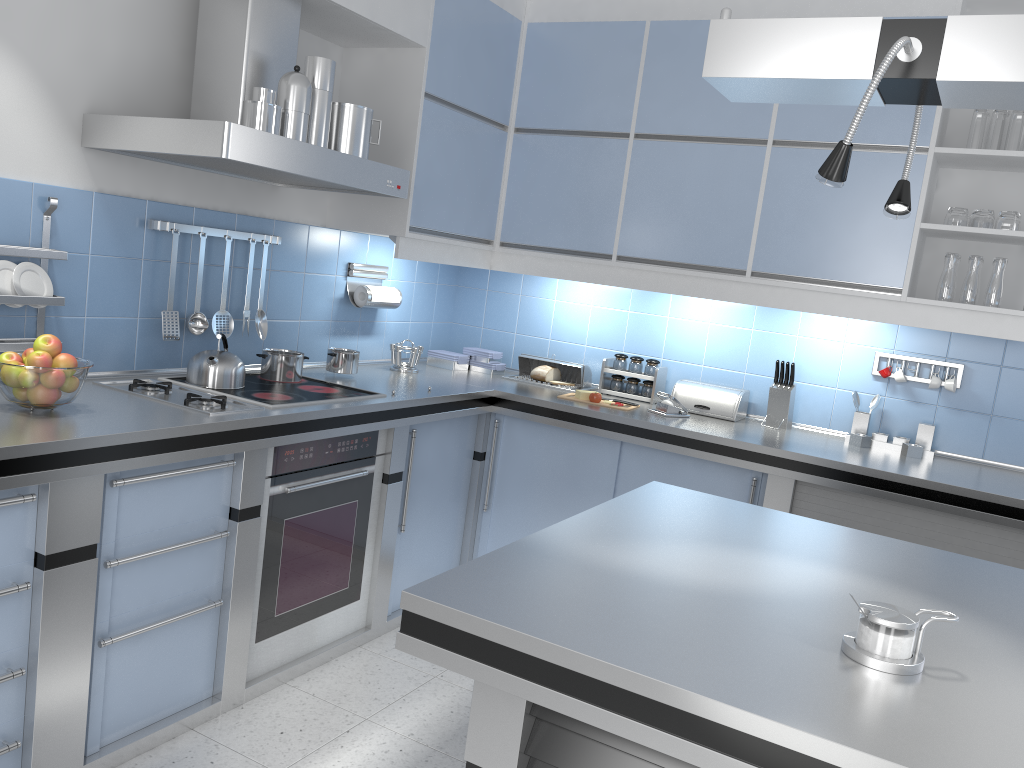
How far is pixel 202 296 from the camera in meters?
3.2 m

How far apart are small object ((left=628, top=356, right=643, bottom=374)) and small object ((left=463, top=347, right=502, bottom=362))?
0.69m

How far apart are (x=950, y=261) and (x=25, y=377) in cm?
313

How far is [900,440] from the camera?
3.62m

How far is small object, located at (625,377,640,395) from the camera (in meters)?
4.15

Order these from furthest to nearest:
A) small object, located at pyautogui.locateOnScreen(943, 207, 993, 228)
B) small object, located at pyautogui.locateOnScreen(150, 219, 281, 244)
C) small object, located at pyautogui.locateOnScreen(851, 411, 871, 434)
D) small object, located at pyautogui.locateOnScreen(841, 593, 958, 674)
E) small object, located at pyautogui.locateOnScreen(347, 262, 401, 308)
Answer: small object, located at pyautogui.locateOnScreen(347, 262, 401, 308) → small object, located at pyautogui.locateOnScreen(851, 411, 871, 434) → small object, located at pyautogui.locateOnScreen(943, 207, 993, 228) → small object, located at pyautogui.locateOnScreen(150, 219, 281, 244) → small object, located at pyautogui.locateOnScreen(841, 593, 958, 674)

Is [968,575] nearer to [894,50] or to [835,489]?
[894,50]

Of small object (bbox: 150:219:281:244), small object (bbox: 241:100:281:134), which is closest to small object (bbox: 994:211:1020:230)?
small object (bbox: 241:100:281:134)

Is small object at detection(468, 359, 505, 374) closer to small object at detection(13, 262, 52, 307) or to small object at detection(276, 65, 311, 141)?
small object at detection(276, 65, 311, 141)

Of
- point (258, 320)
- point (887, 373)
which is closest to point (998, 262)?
point (887, 373)
